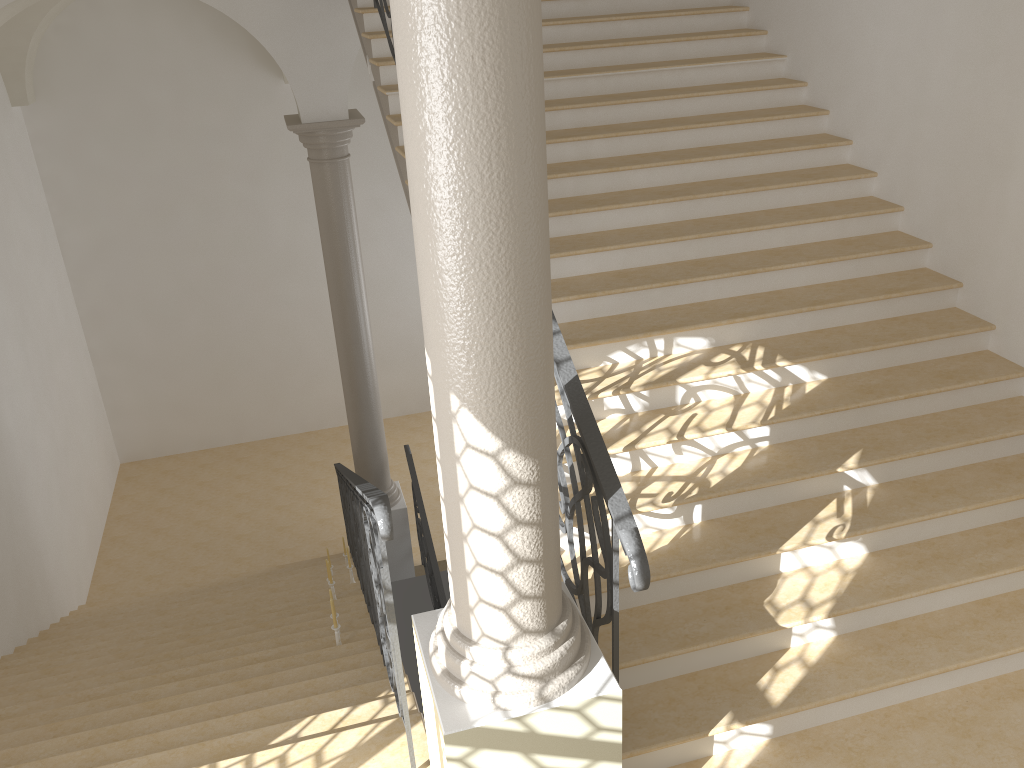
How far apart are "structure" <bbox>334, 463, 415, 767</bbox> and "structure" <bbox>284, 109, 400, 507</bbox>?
0.5m

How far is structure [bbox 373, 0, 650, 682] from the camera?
2.87m

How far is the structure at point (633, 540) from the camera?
2.87m

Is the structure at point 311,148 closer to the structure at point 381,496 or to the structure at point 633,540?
the structure at point 381,496

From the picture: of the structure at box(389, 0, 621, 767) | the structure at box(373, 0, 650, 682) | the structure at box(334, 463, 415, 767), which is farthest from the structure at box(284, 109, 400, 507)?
the structure at box(389, 0, 621, 767)

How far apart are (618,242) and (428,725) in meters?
3.0 m

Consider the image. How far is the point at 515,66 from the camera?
2.1 meters

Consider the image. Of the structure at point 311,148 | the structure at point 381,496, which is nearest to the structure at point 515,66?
the structure at point 381,496

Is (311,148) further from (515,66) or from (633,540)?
(515,66)

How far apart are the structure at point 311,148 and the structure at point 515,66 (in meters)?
5.76
